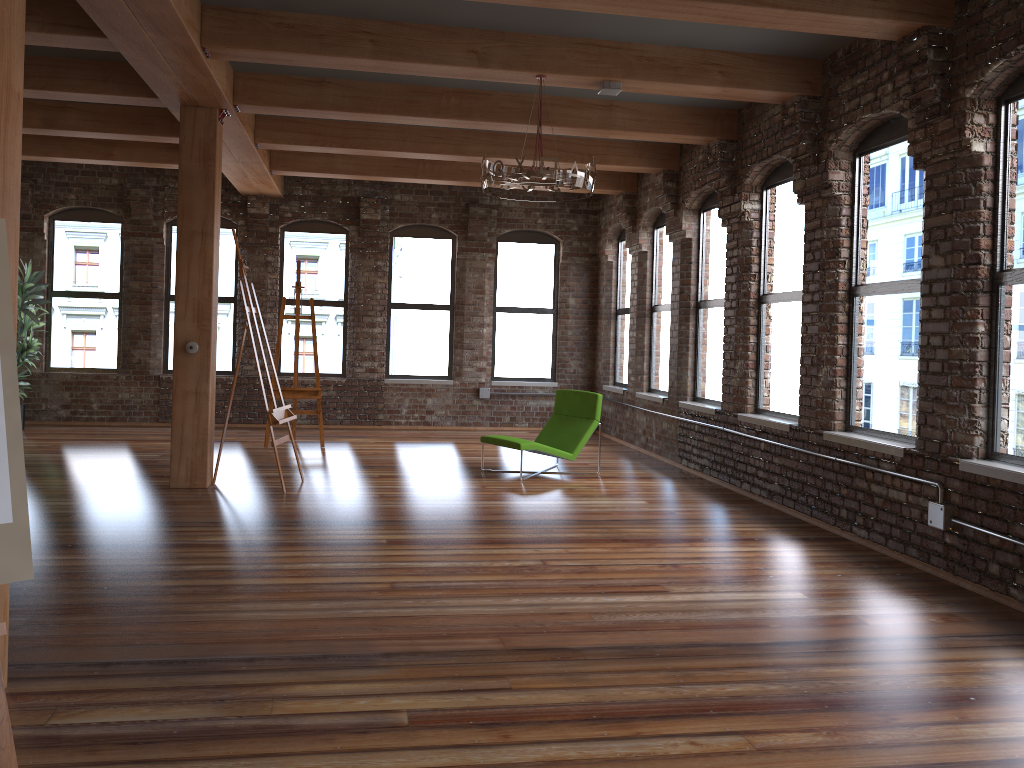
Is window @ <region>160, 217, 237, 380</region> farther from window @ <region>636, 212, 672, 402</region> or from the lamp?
the lamp

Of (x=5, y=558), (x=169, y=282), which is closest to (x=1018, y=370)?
(x=5, y=558)

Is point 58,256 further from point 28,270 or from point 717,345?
point 717,345

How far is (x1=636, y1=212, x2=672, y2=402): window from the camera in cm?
1025

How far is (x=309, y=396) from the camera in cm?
1001

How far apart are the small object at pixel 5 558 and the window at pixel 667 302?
8.1m

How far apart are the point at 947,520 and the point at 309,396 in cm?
694

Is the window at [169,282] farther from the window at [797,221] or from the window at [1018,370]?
the window at [1018,370]

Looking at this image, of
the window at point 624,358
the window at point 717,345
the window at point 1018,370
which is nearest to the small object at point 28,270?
the window at point 624,358

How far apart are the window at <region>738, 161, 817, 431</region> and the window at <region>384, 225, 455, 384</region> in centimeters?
544cm
